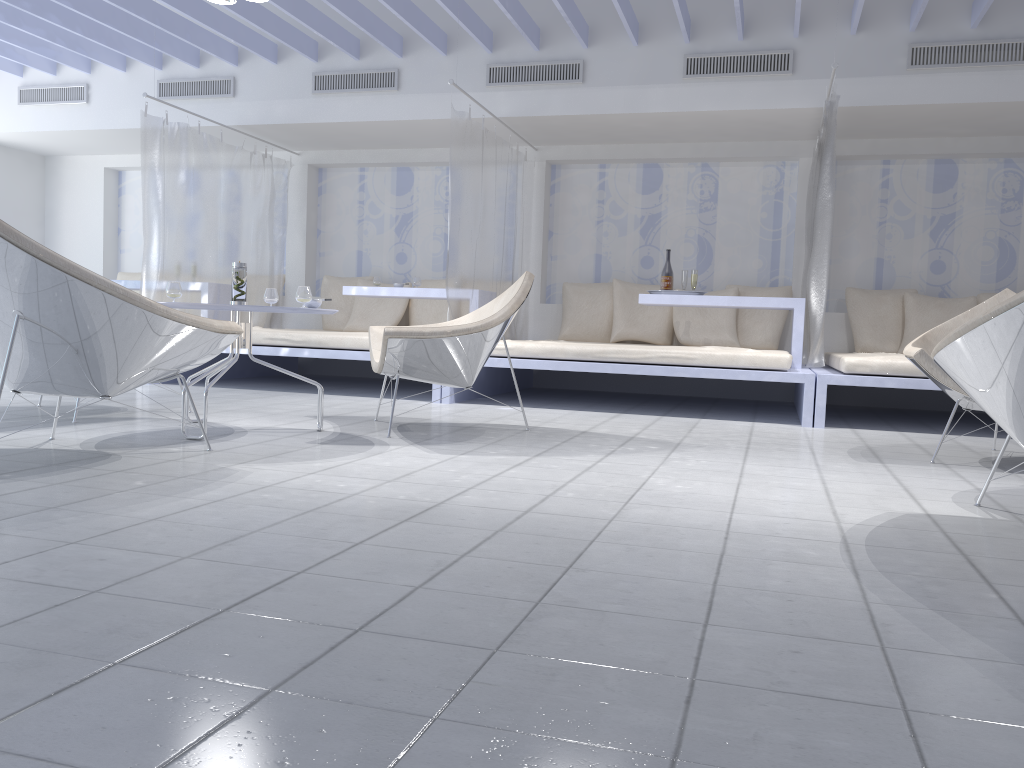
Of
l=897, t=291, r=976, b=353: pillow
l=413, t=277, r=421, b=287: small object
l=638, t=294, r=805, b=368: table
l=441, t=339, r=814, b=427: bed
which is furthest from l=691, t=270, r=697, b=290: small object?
l=413, t=277, r=421, b=287: small object

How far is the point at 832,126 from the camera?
4.9m

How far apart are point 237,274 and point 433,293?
2.7 meters

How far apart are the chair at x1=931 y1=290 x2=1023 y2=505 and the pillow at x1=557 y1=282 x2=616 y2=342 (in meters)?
4.65

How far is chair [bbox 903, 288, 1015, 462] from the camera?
3.58m

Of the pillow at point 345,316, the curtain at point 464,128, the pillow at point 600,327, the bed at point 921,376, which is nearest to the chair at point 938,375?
the bed at point 921,376

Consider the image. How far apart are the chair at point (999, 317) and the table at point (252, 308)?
2.3 meters

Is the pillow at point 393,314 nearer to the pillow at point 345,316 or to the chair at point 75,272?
the pillow at point 345,316

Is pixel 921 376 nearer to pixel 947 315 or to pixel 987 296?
pixel 947 315

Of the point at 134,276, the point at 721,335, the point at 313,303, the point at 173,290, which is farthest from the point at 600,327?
the point at 134,276
